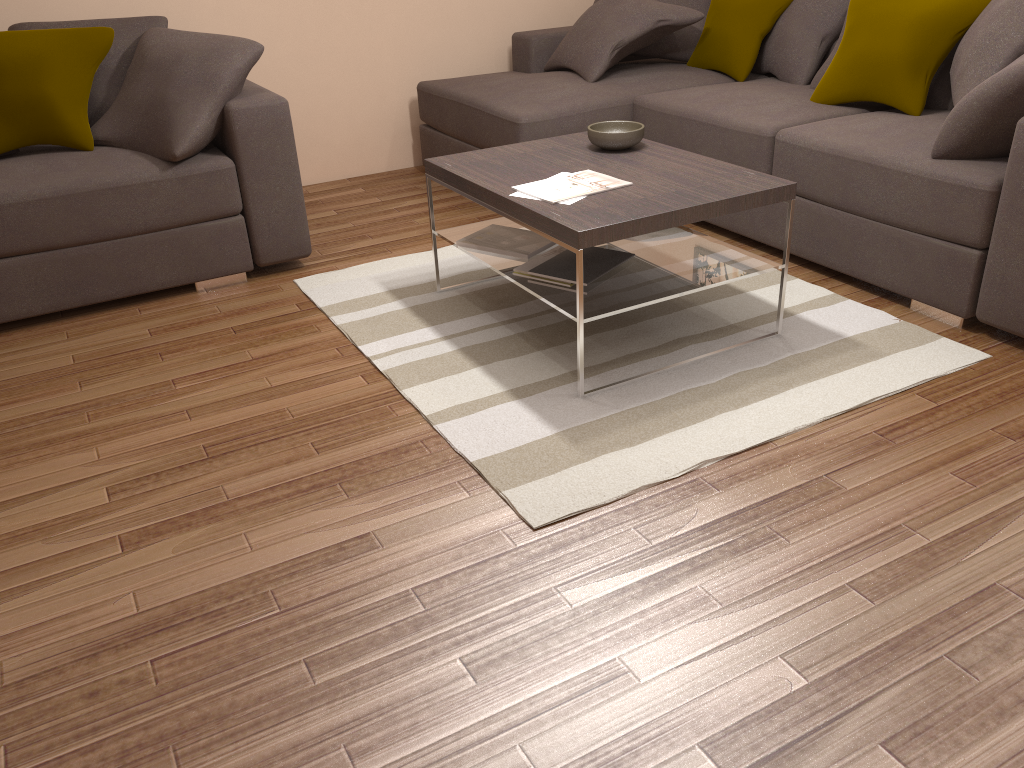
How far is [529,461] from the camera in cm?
252

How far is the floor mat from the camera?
2.5 meters

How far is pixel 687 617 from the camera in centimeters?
195cm

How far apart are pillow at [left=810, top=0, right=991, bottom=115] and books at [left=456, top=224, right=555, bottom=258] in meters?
1.6

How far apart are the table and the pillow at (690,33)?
1.73m

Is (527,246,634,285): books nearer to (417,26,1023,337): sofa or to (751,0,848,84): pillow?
(417,26,1023,337): sofa

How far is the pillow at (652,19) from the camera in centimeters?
464cm

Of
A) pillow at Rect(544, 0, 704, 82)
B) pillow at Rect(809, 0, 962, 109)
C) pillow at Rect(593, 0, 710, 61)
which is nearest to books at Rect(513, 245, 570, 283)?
pillow at Rect(544, 0, 704, 82)

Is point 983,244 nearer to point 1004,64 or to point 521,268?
point 1004,64

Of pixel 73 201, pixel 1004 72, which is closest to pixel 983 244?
pixel 1004 72
